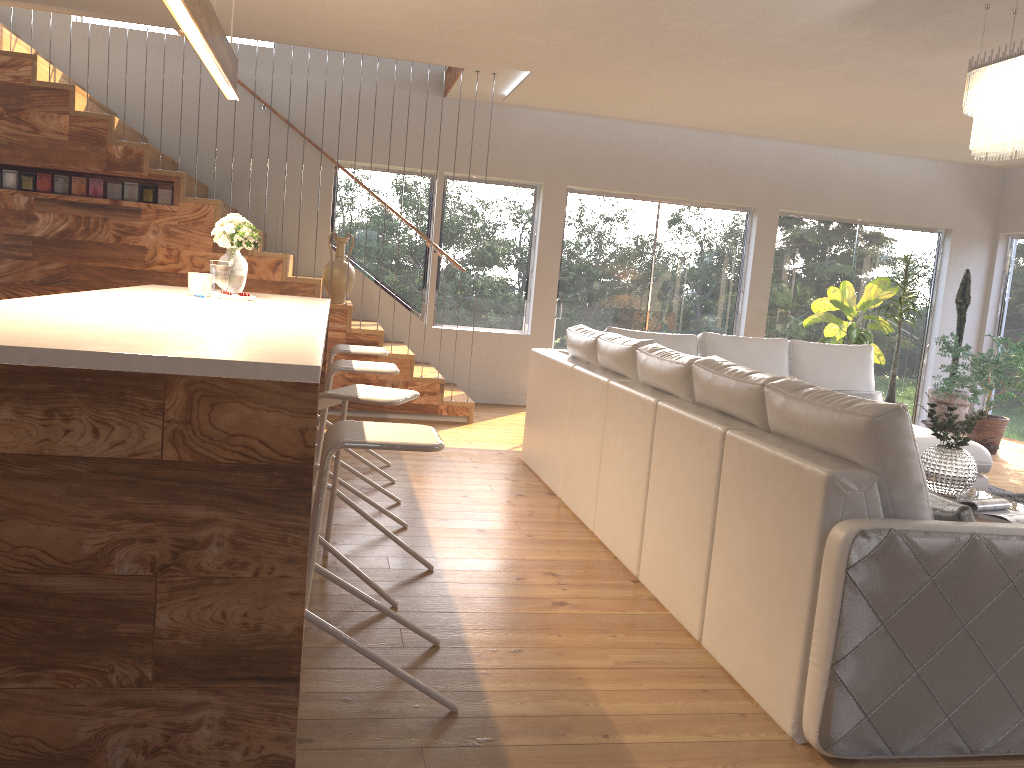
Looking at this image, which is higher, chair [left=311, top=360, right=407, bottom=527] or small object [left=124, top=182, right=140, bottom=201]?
small object [left=124, top=182, right=140, bottom=201]

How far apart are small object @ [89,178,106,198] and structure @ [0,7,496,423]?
0.06m

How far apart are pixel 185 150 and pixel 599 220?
3.9m

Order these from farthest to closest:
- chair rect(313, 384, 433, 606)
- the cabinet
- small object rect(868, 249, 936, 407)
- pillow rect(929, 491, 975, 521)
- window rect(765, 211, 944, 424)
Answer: window rect(765, 211, 944, 424)
small object rect(868, 249, 936, 407)
chair rect(313, 384, 433, 606)
pillow rect(929, 491, 975, 521)
the cabinet

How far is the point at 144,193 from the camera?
6.6m

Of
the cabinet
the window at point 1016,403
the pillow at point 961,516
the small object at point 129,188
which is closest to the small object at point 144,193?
the small object at point 129,188

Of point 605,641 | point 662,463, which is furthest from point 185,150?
point 605,641

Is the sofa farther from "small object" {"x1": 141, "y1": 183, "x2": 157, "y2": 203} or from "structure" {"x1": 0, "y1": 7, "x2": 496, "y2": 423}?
"small object" {"x1": 141, "y1": 183, "x2": 157, "y2": 203}

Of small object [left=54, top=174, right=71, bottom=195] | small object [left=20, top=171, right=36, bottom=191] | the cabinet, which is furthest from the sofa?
small object [left=20, top=171, right=36, bottom=191]

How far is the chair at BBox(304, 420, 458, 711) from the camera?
2.3 meters
